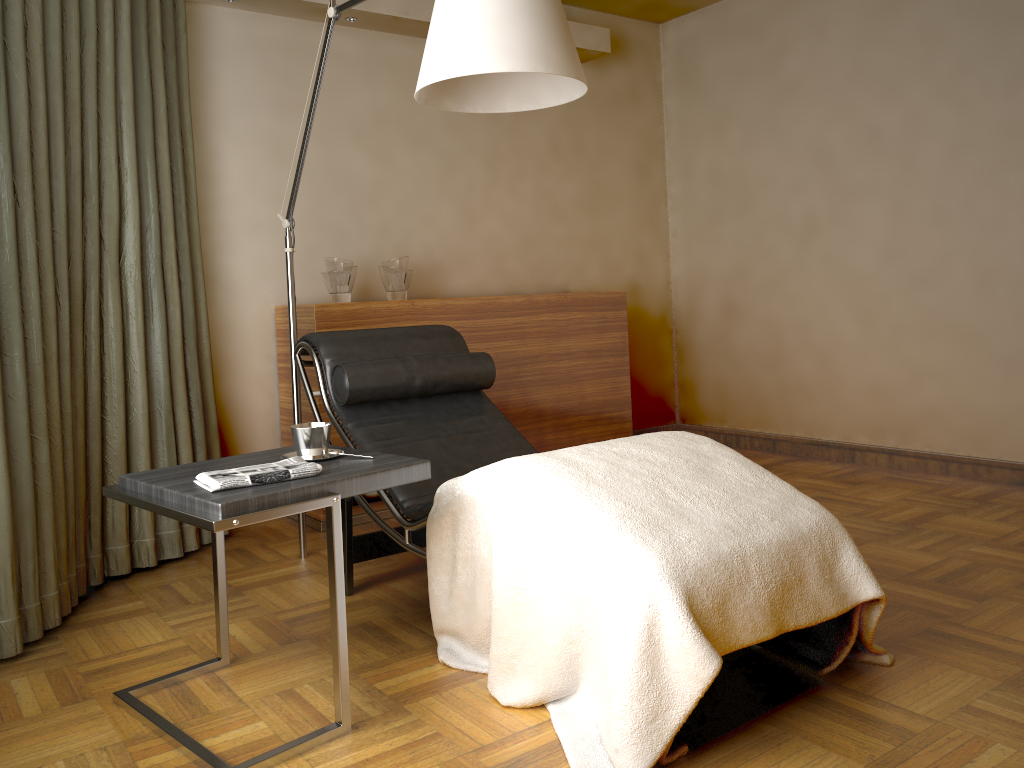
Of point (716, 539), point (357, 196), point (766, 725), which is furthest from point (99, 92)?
point (766, 725)

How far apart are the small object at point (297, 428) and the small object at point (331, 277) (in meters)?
1.53

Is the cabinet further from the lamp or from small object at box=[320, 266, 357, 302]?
the lamp

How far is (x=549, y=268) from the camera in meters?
4.7 m

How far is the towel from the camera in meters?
1.8 m

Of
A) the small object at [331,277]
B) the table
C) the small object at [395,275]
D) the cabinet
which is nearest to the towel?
the table

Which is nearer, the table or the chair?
the table

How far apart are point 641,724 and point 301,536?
1.8 meters

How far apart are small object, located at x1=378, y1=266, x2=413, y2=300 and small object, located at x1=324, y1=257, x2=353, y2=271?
0.18m

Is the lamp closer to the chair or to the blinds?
the chair
